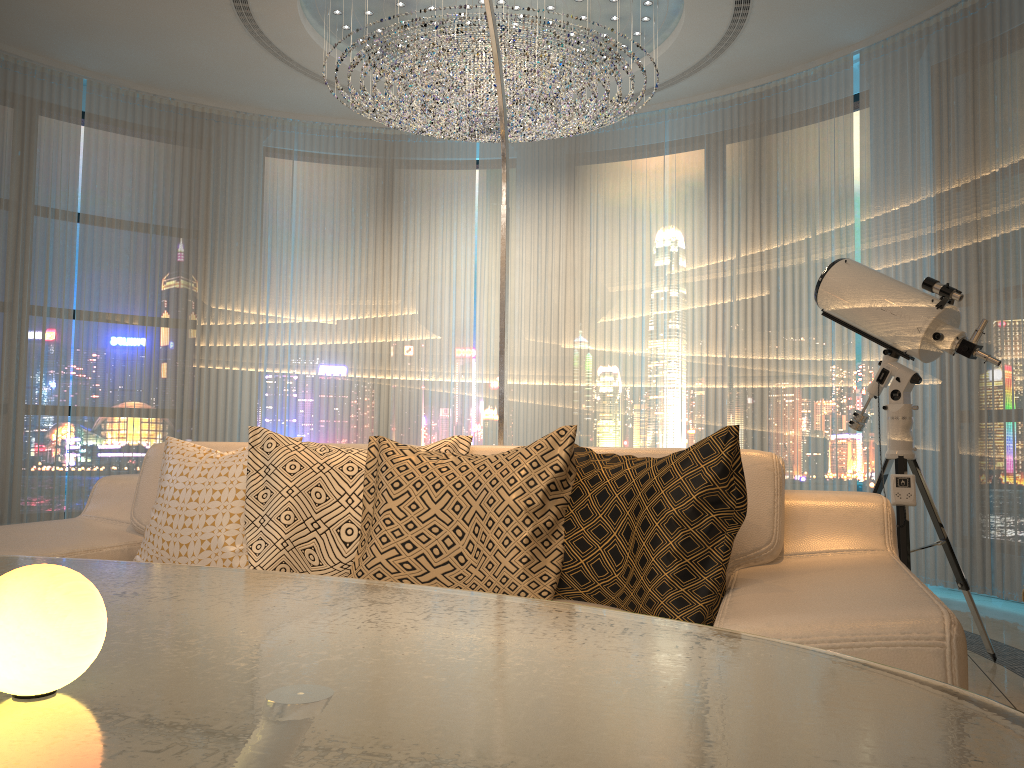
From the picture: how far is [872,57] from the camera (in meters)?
5.04

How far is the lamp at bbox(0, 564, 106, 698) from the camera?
0.6m

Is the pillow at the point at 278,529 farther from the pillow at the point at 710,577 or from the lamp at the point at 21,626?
the lamp at the point at 21,626

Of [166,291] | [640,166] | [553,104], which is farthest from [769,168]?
[166,291]

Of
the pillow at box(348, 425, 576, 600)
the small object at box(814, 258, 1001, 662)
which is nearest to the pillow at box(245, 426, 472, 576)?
the pillow at box(348, 425, 576, 600)

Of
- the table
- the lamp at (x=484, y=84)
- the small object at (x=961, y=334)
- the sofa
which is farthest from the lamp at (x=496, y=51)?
the table

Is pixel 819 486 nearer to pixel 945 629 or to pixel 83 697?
pixel 945 629

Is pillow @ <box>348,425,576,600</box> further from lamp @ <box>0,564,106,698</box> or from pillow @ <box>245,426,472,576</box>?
lamp @ <box>0,564,106,698</box>

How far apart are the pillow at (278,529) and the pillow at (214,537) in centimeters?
9cm

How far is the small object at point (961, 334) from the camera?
3.0 meters
